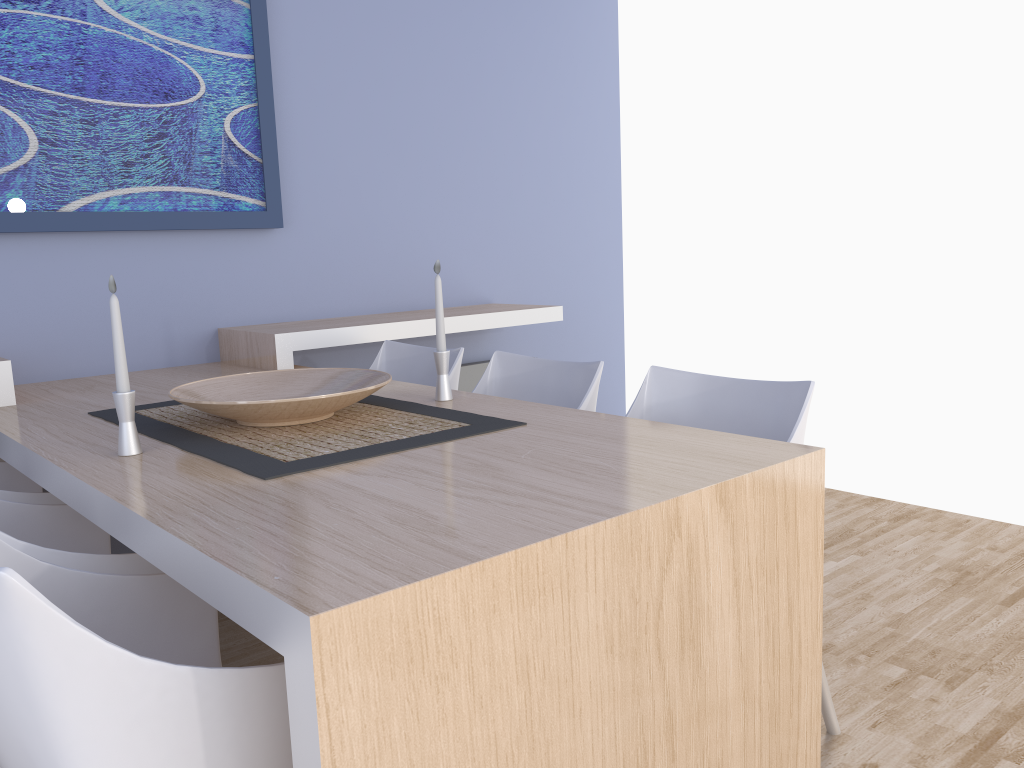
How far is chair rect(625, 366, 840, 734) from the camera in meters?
1.9

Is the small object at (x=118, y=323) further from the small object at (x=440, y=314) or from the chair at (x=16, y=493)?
the small object at (x=440, y=314)

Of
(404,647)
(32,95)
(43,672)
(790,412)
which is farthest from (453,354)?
(43,672)

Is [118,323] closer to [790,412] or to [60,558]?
[60,558]

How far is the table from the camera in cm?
100

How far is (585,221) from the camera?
4.39m

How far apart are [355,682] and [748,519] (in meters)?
0.73

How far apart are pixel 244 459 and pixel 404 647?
0.75m

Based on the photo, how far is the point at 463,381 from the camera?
3.9 meters

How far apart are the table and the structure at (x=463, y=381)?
1.11m
